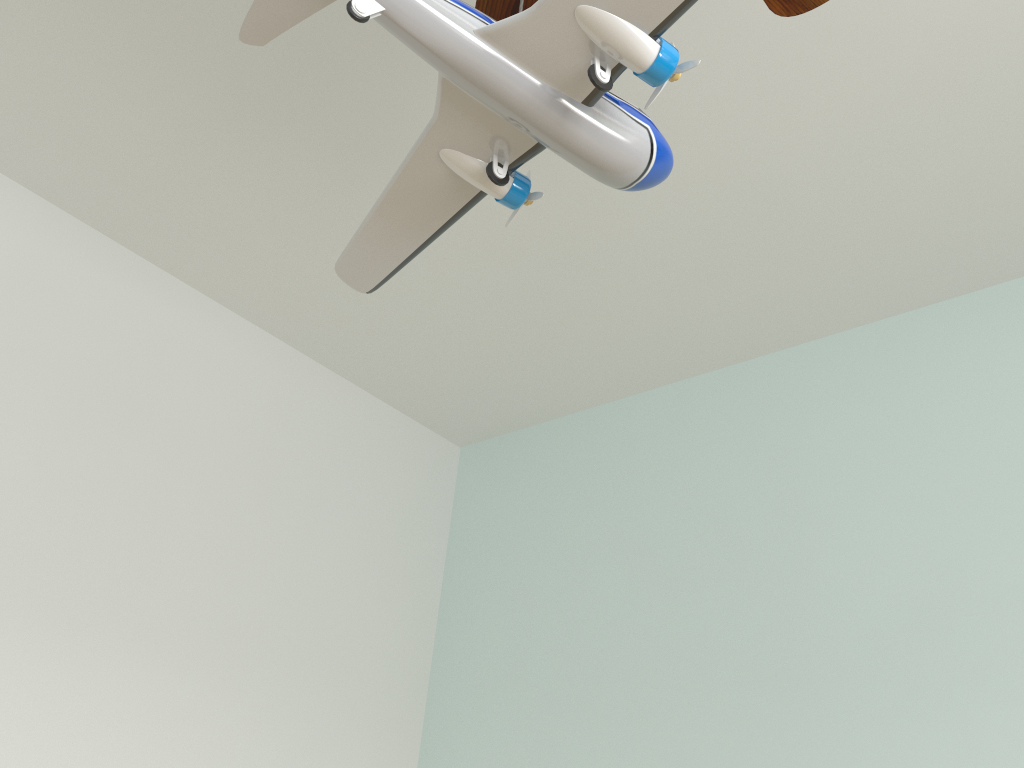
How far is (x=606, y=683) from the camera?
2.2 meters

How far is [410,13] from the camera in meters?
0.6

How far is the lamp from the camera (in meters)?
0.58

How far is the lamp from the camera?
0.6 meters
